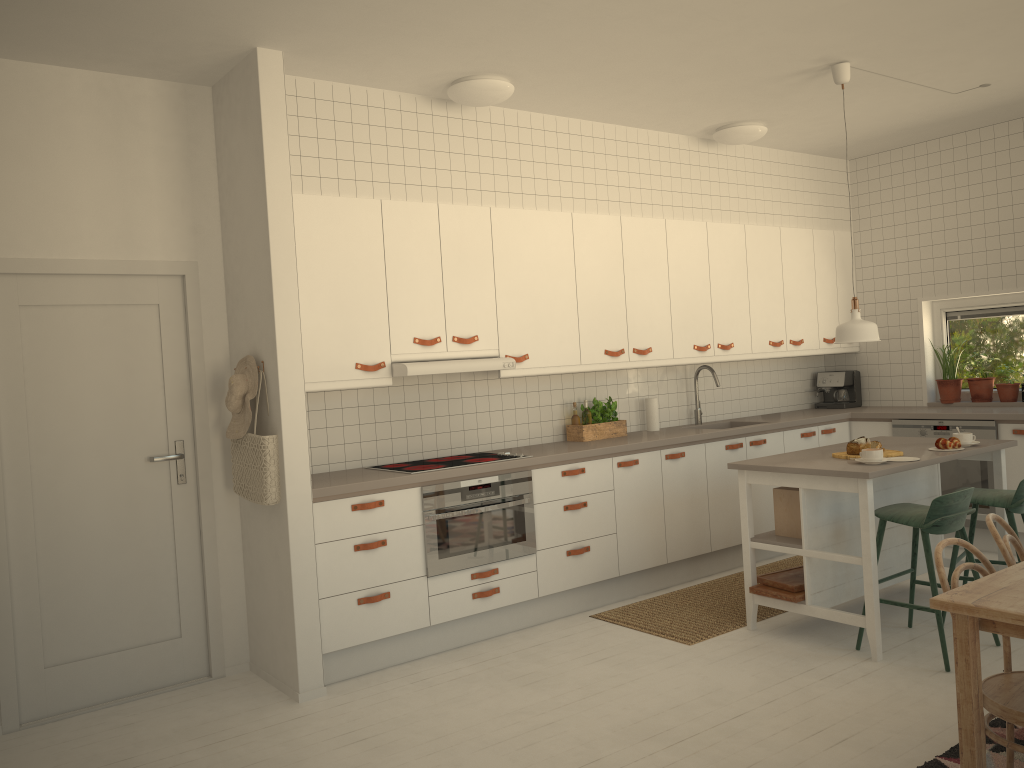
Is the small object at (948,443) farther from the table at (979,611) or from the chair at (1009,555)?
the table at (979,611)

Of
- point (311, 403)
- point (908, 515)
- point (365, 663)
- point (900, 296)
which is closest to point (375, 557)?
point (365, 663)

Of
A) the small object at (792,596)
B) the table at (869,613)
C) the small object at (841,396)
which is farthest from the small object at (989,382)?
the small object at (792,596)

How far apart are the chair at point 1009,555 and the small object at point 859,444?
1.30m

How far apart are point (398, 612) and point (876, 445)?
2.5 meters

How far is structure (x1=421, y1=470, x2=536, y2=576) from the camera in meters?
4.4 m

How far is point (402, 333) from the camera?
4.6m

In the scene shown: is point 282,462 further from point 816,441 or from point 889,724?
point 816,441

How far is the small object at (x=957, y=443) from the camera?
4.5 meters

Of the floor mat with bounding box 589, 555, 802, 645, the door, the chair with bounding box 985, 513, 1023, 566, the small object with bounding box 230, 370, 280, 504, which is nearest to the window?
the floor mat with bounding box 589, 555, 802, 645
